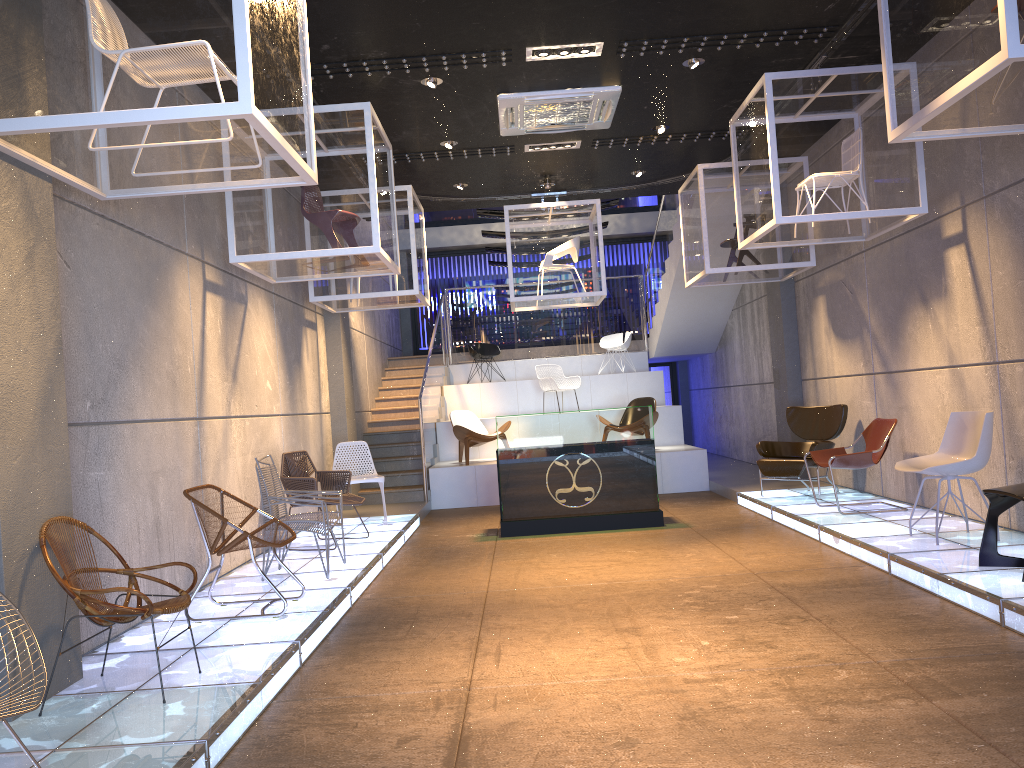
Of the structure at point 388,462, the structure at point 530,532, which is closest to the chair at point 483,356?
the structure at point 388,462

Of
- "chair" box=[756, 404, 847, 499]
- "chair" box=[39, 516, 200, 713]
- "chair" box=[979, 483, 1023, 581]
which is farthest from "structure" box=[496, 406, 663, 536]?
"chair" box=[39, 516, 200, 713]

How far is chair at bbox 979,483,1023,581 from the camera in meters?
5.1

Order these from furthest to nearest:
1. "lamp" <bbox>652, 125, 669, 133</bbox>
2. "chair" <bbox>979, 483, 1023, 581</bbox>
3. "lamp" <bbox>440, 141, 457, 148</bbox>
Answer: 1. "lamp" <bbox>652, 125, 669, 133</bbox>
2. "lamp" <bbox>440, 141, 457, 148</bbox>
3. "chair" <bbox>979, 483, 1023, 581</bbox>

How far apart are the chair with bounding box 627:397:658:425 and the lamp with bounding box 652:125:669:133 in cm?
424

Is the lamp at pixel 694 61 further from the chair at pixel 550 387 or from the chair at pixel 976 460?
the chair at pixel 550 387

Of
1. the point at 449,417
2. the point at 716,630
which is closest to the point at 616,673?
the point at 716,630

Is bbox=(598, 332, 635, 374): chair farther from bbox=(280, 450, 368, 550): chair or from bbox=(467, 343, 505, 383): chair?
bbox=(280, 450, 368, 550): chair

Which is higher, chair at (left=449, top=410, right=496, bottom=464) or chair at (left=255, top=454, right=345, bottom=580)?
chair at (left=449, top=410, right=496, bottom=464)

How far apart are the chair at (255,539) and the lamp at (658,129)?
5.8 meters
